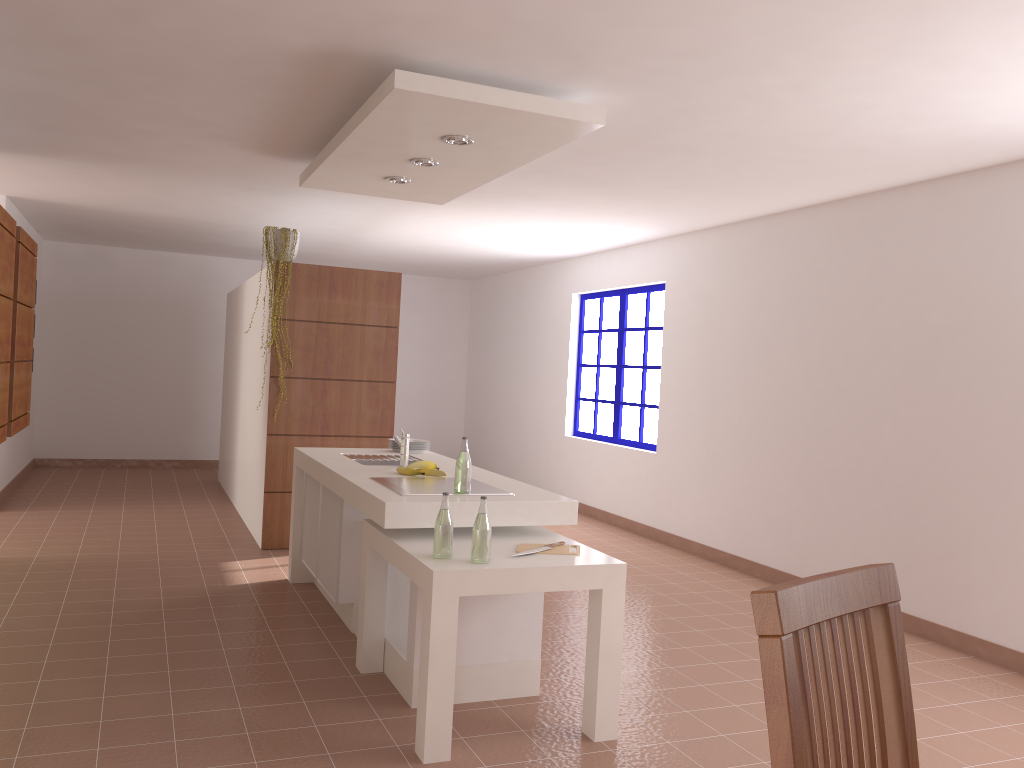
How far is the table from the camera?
2.96m

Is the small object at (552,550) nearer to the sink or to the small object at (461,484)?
the small object at (461,484)

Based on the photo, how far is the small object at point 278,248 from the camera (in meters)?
6.06

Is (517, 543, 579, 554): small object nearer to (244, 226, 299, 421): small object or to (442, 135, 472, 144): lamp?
(442, 135, 472, 144): lamp

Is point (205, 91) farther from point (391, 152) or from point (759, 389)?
point (759, 389)

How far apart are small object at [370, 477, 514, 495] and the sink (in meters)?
0.56

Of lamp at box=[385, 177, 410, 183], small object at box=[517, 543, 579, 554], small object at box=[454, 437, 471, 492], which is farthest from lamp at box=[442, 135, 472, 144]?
small object at box=[517, 543, 579, 554]

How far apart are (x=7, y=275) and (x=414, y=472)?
2.4m

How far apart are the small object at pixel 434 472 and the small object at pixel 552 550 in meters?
1.0 m

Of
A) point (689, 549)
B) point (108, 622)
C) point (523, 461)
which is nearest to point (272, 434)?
point (108, 622)
